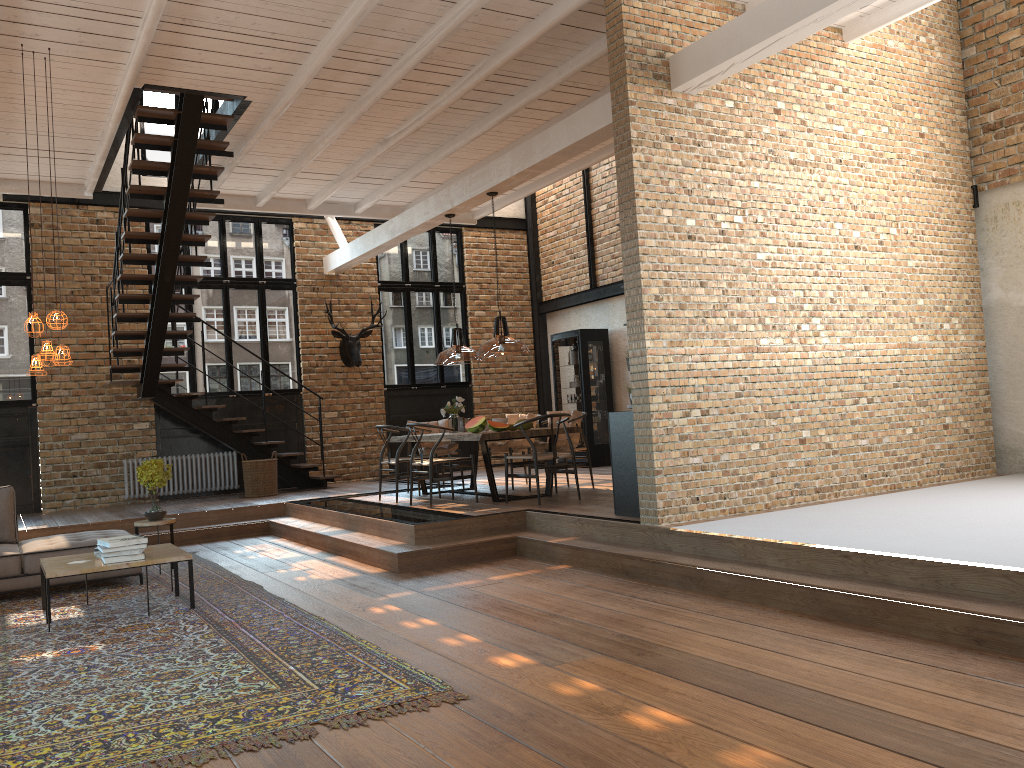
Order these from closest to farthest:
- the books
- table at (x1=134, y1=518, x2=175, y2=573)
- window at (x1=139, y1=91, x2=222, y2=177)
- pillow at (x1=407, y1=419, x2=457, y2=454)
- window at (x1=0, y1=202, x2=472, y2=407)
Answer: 1. the books
2. table at (x1=134, y1=518, x2=175, y2=573)
3. pillow at (x1=407, y1=419, x2=457, y2=454)
4. window at (x1=0, y1=202, x2=472, y2=407)
5. window at (x1=139, y1=91, x2=222, y2=177)

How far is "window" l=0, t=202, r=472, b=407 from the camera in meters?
11.8 m

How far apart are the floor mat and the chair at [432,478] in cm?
217

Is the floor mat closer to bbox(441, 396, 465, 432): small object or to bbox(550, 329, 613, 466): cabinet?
bbox(441, 396, 465, 432): small object

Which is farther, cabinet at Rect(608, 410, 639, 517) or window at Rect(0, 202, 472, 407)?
window at Rect(0, 202, 472, 407)

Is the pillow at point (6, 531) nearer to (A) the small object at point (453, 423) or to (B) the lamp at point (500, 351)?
(B) the lamp at point (500, 351)

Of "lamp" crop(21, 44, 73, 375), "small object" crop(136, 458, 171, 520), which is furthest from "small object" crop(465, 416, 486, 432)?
"lamp" crop(21, 44, 73, 375)

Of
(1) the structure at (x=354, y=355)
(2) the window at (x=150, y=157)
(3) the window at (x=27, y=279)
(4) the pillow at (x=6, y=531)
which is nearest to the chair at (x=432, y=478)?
(4) the pillow at (x=6, y=531)

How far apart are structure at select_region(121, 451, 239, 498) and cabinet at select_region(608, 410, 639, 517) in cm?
736

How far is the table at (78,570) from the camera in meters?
5.8 m
